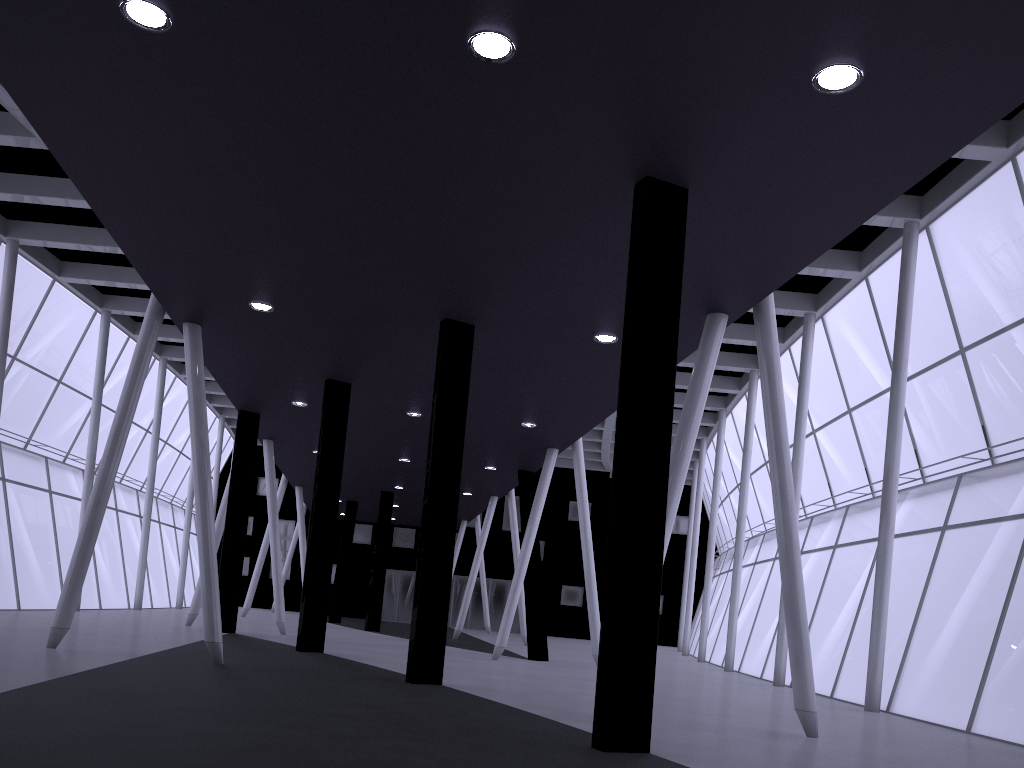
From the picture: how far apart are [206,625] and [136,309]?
25.85m
